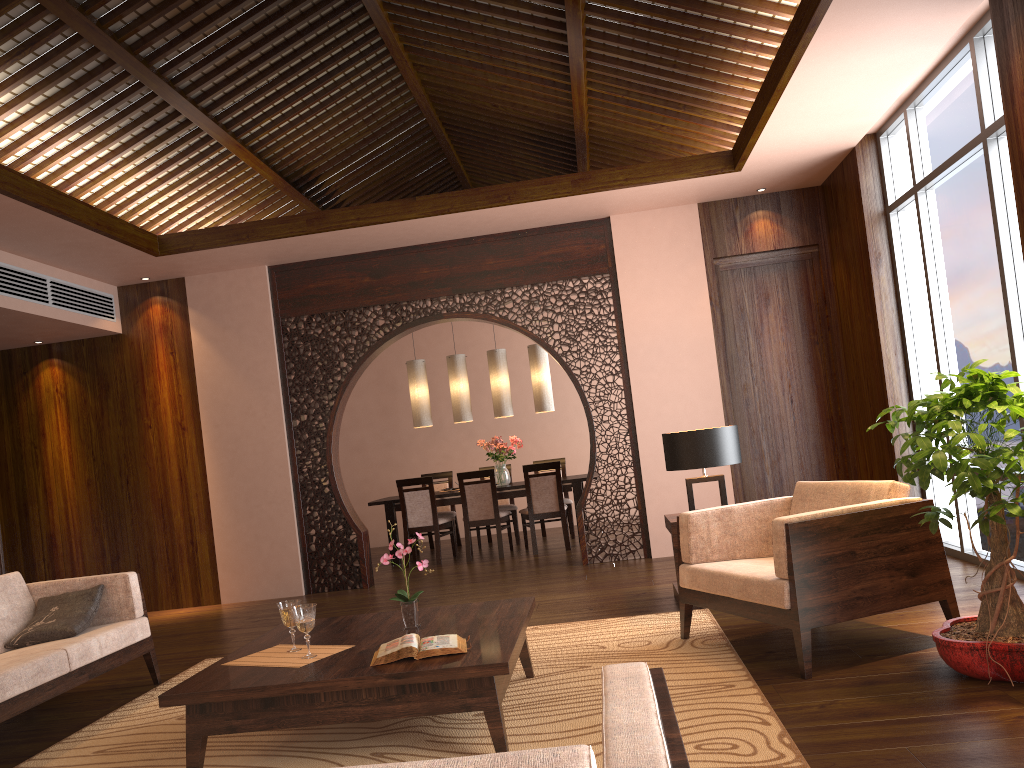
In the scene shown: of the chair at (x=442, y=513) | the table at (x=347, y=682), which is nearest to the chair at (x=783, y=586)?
the table at (x=347, y=682)

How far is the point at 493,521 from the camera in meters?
8.4

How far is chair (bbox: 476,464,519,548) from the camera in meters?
9.3

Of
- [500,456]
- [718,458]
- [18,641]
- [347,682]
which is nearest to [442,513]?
[500,456]

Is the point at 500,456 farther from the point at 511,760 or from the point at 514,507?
the point at 511,760

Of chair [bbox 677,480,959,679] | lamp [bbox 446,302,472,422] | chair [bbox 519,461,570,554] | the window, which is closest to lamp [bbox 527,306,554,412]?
lamp [bbox 446,302,472,422]

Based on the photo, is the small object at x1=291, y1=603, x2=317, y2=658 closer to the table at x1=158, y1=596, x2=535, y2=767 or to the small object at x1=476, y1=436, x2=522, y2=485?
the table at x1=158, y1=596, x2=535, y2=767

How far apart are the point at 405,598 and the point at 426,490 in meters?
5.0

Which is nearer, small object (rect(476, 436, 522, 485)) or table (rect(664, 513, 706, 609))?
table (rect(664, 513, 706, 609))

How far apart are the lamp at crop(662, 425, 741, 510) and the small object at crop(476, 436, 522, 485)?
3.9 meters
